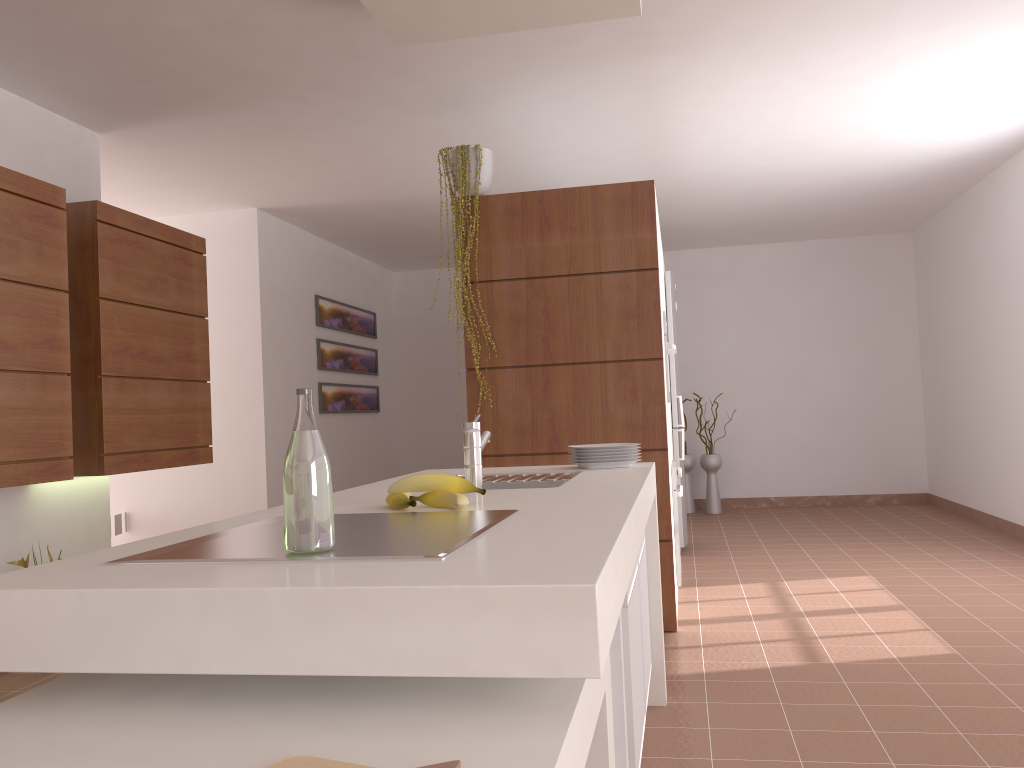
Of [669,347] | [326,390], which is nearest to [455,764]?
[669,347]

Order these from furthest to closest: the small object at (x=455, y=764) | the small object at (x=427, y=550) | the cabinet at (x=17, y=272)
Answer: the cabinet at (x=17, y=272)
the small object at (x=427, y=550)
the small object at (x=455, y=764)

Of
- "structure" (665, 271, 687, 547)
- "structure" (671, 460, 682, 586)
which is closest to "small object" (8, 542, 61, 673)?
"structure" (671, 460, 682, 586)

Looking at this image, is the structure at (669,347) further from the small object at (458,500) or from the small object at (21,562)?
the small object at (21,562)

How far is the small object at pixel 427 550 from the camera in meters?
1.2 m

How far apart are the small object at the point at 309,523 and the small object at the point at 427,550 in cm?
1

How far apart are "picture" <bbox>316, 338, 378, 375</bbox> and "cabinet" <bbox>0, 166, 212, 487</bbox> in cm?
238

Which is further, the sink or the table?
the sink

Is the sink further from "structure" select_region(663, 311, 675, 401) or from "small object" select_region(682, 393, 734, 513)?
"small object" select_region(682, 393, 734, 513)

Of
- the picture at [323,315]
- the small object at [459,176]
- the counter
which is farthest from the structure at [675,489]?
the picture at [323,315]
